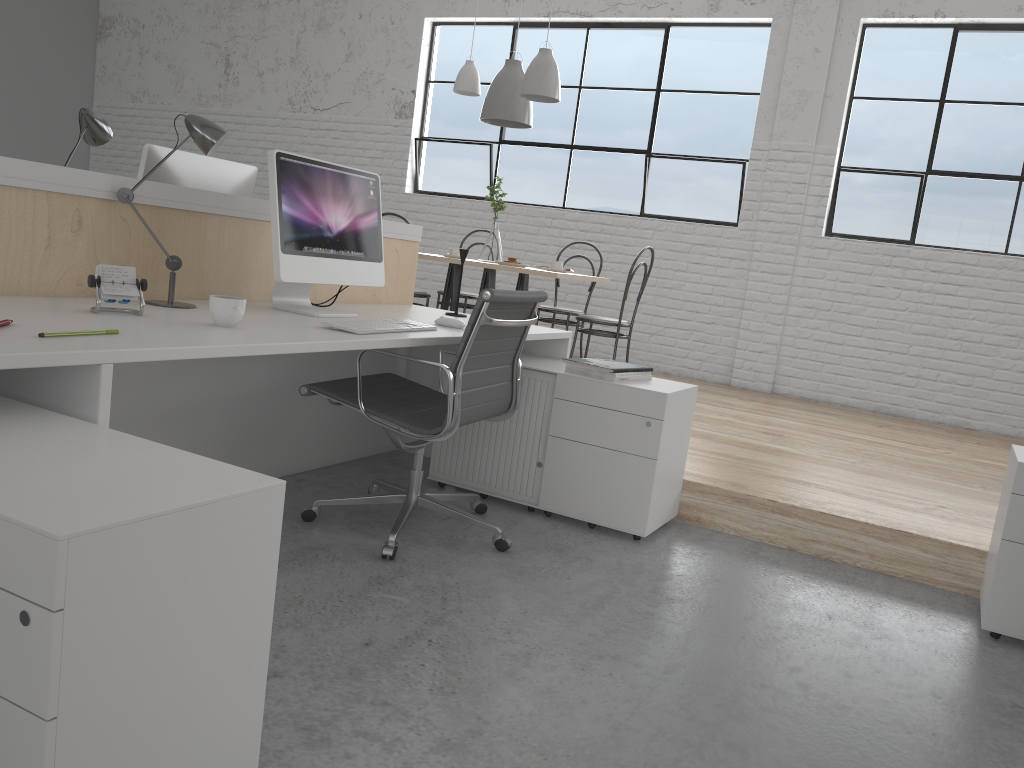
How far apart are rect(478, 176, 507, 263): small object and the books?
1.8 meters

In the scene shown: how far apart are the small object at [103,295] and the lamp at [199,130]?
0.2m

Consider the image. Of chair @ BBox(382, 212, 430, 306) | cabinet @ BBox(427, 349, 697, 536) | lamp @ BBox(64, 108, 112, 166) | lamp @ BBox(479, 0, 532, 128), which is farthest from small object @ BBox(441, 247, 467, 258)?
lamp @ BBox(64, 108, 112, 166)

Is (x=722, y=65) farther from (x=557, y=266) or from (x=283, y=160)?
(x=283, y=160)

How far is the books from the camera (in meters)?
2.37

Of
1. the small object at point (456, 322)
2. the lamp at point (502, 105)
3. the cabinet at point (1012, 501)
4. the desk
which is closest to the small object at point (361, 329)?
the desk

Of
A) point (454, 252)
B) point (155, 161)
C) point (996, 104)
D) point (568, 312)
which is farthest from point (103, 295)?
point (996, 104)

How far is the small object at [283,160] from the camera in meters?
2.0

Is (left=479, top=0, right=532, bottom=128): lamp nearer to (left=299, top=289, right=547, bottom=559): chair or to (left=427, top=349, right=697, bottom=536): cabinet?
(left=427, top=349, right=697, bottom=536): cabinet

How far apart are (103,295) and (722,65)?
4.37m
